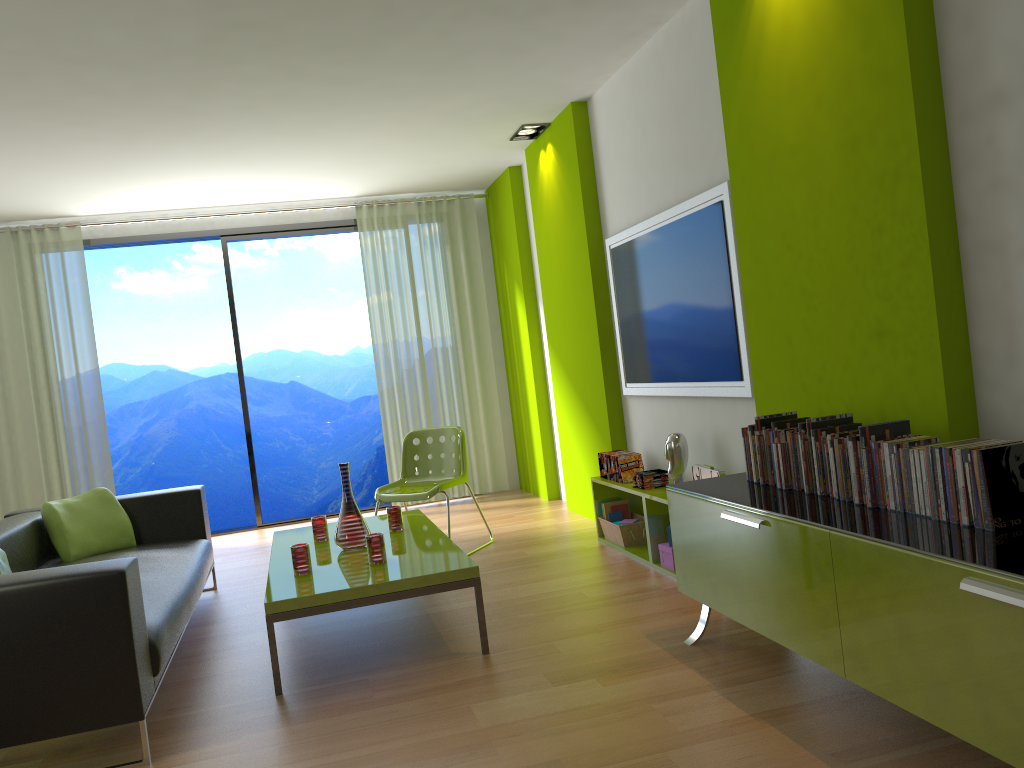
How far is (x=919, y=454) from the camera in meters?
2.3 m

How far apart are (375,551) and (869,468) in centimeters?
202cm

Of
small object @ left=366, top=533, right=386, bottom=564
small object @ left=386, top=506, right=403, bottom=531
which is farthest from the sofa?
small object @ left=386, top=506, right=403, bottom=531

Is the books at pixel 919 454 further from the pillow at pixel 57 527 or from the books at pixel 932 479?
the pillow at pixel 57 527

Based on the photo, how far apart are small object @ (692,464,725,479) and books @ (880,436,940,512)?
1.4 meters

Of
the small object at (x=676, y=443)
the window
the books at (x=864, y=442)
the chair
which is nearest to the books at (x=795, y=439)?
the books at (x=864, y=442)

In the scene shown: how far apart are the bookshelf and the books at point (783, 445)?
1.3 meters

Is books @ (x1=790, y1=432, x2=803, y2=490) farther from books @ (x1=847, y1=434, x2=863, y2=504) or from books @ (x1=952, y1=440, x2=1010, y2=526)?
books @ (x1=952, y1=440, x2=1010, y2=526)

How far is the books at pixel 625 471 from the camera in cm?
490

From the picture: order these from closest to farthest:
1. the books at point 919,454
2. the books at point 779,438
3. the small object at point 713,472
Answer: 1. the books at point 919,454
2. the books at point 779,438
3. the small object at point 713,472
